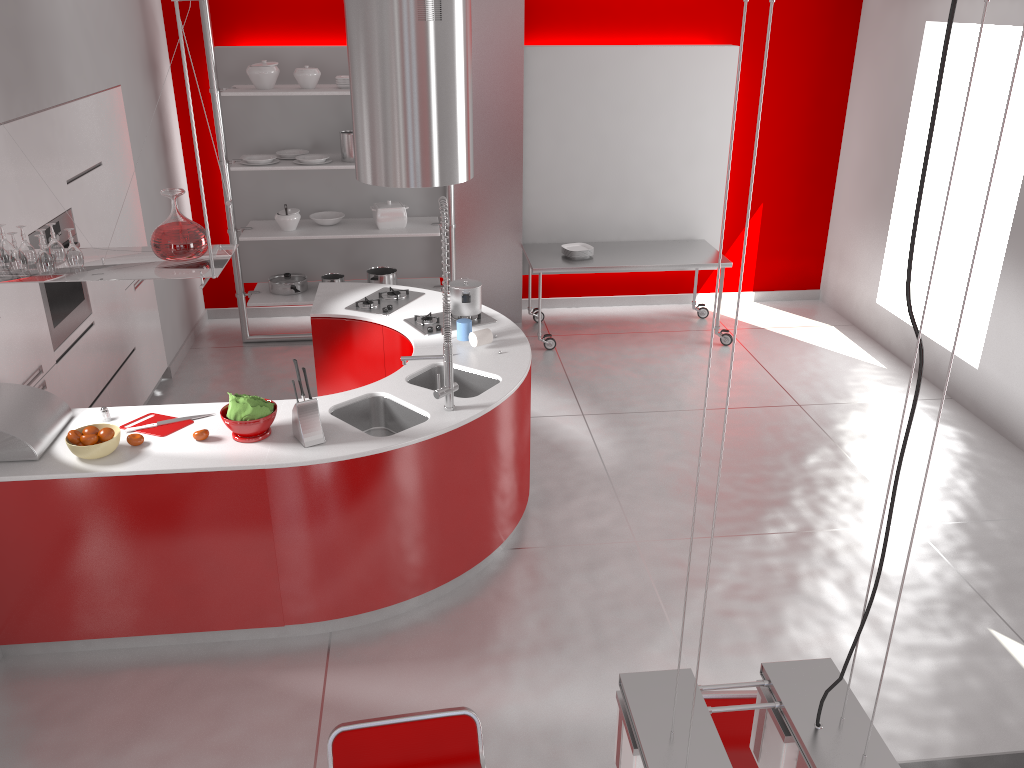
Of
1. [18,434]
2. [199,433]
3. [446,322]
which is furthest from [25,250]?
[446,322]

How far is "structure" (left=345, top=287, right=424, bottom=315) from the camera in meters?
5.2 m

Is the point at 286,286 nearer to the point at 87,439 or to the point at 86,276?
the point at 87,439

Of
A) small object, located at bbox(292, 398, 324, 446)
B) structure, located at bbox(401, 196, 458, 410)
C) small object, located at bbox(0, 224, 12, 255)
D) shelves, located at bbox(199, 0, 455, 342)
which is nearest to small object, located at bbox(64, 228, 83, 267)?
small object, located at bbox(0, 224, 12, 255)

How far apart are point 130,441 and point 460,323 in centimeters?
173cm

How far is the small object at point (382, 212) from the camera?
6.69m

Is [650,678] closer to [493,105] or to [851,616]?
[851,616]

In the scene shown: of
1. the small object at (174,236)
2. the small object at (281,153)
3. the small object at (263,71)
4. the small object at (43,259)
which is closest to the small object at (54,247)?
the small object at (43,259)

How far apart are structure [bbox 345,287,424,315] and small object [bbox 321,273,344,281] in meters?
1.5 m

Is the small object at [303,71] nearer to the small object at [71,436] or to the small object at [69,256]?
the small object at [69,256]
